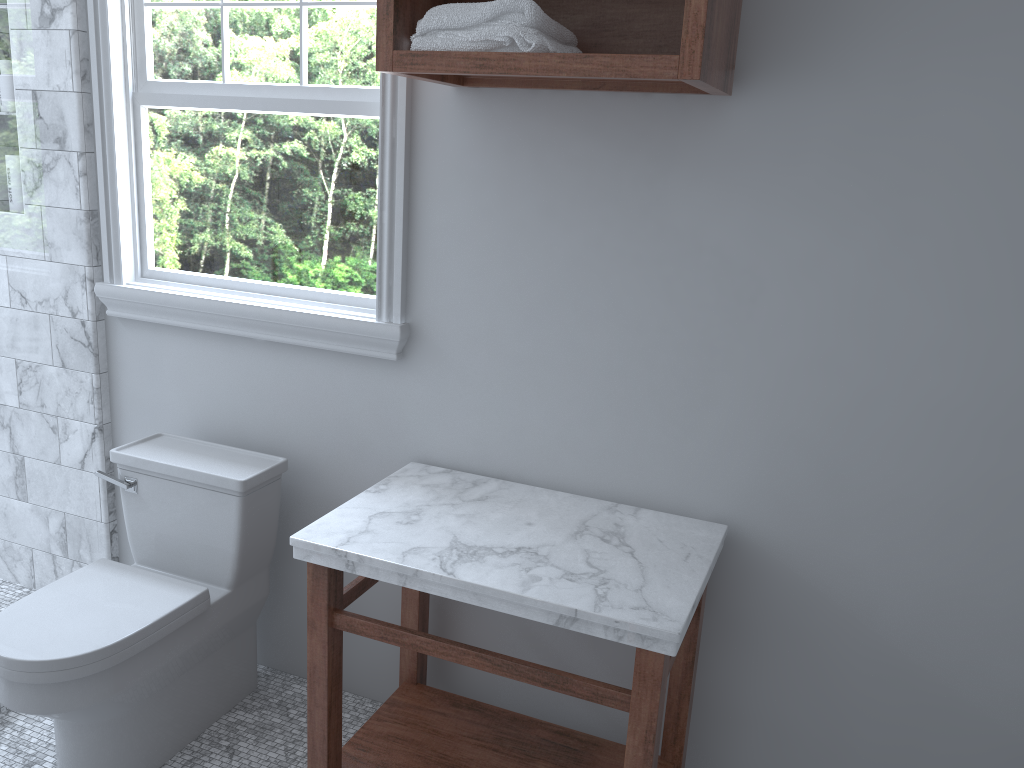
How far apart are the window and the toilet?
0.3m

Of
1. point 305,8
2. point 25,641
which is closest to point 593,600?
point 25,641

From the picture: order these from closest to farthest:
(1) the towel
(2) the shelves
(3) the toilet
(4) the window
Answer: (2) the shelves → (1) the towel → (3) the toilet → (4) the window

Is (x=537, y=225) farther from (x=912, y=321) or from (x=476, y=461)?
(x=912, y=321)

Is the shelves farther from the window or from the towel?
the window

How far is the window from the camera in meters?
2.3 m

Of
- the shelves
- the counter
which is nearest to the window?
the shelves

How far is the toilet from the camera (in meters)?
1.96

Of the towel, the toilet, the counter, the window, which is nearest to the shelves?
the towel

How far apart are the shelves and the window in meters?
0.2
